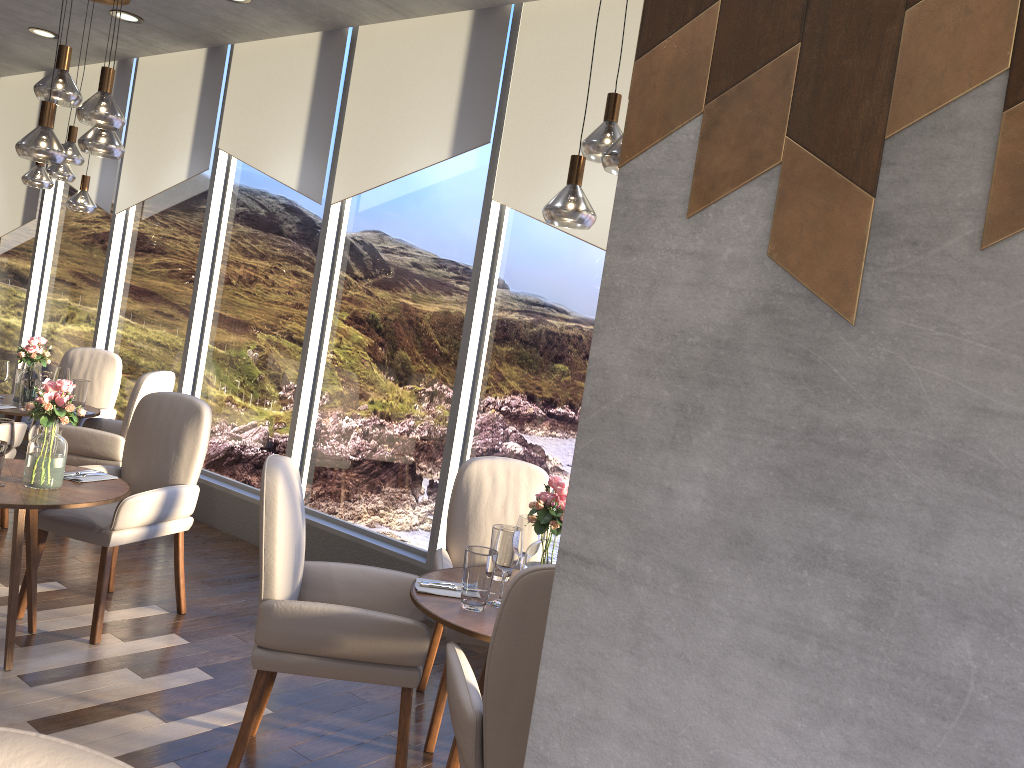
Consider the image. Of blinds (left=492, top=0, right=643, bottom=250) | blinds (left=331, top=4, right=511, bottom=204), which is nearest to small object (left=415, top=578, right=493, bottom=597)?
blinds (left=492, top=0, right=643, bottom=250)

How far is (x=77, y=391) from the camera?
5.4m

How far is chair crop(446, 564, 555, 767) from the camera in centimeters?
202cm

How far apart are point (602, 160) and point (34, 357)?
4.09m

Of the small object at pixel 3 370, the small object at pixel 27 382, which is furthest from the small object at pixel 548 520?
the small object at pixel 3 370

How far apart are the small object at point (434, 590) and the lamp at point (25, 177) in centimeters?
375cm

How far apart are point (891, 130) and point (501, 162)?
3.6m

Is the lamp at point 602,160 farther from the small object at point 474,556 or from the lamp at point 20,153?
the lamp at point 20,153

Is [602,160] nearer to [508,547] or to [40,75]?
[508,547]

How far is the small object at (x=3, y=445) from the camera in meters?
3.1 m
